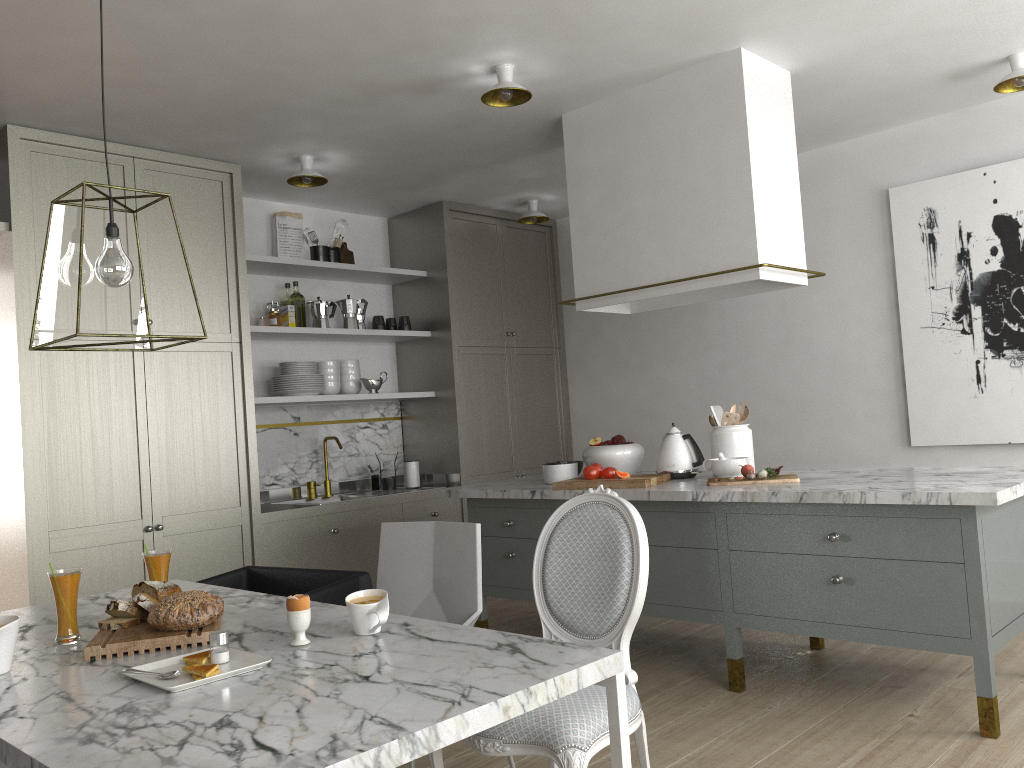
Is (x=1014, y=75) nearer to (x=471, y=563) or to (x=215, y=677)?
(x=471, y=563)

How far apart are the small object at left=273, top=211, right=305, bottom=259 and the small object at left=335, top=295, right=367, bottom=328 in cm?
35

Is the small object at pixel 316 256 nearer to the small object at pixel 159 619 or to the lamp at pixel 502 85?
the lamp at pixel 502 85

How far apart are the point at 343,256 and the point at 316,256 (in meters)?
0.26

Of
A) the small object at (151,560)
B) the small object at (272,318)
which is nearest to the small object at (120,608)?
the small object at (151,560)

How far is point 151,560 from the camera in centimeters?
222cm

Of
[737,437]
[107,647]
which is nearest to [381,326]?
[737,437]

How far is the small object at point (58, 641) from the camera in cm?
198

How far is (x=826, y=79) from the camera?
3.79m

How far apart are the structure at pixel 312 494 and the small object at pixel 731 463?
2.5 meters
